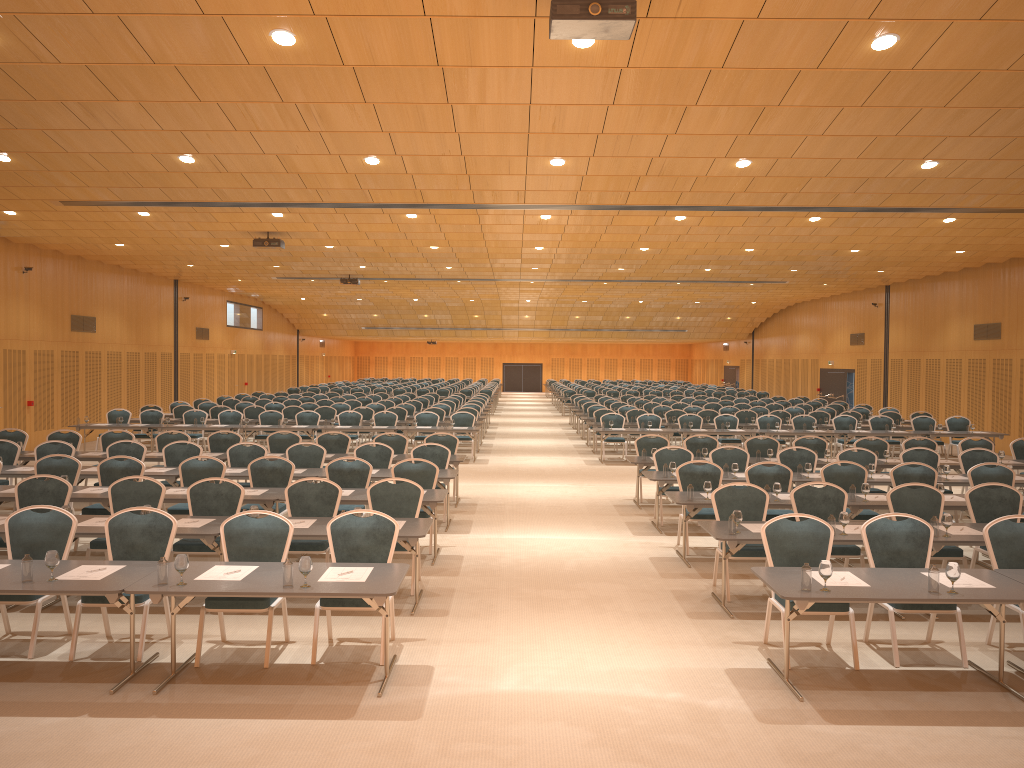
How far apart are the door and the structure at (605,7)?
19.31m

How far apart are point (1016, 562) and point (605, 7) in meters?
5.6

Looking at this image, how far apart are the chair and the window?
4.9m

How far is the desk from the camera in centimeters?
611cm

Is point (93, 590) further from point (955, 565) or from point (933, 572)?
point (955, 565)

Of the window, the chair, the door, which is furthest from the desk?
the door

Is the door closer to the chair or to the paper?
the chair

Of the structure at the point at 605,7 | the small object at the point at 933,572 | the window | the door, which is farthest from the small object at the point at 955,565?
the door

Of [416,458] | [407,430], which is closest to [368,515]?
[416,458]

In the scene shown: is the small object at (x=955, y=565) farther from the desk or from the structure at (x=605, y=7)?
the structure at (x=605, y=7)
